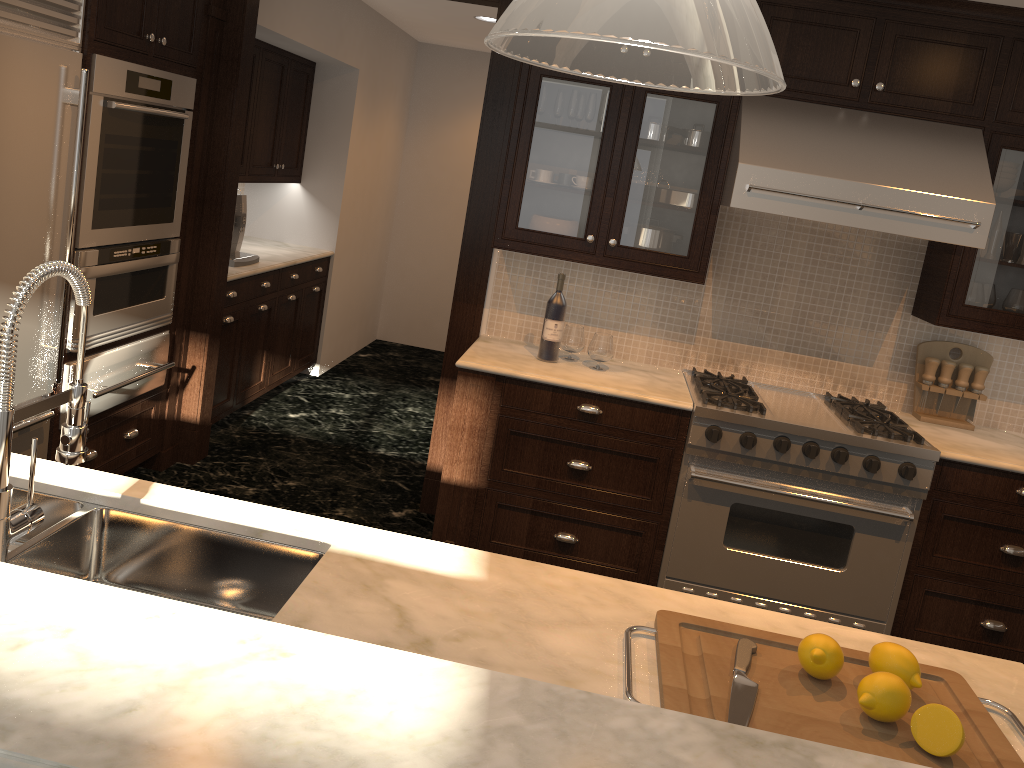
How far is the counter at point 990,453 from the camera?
3.4m

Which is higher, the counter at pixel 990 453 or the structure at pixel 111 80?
the structure at pixel 111 80

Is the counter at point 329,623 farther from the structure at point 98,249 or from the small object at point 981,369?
the small object at point 981,369

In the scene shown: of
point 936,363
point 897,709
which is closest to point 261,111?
point 936,363

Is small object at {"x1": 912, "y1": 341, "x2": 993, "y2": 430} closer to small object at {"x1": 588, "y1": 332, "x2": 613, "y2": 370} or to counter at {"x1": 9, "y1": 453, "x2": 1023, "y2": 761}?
small object at {"x1": 588, "y1": 332, "x2": 613, "y2": 370}

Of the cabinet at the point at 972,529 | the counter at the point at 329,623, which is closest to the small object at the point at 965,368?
the cabinet at the point at 972,529

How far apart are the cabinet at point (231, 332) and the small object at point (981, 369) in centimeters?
354cm

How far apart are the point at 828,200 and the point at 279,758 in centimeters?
288cm

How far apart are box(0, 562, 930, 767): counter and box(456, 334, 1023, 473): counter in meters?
2.4 m

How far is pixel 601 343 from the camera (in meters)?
3.68
